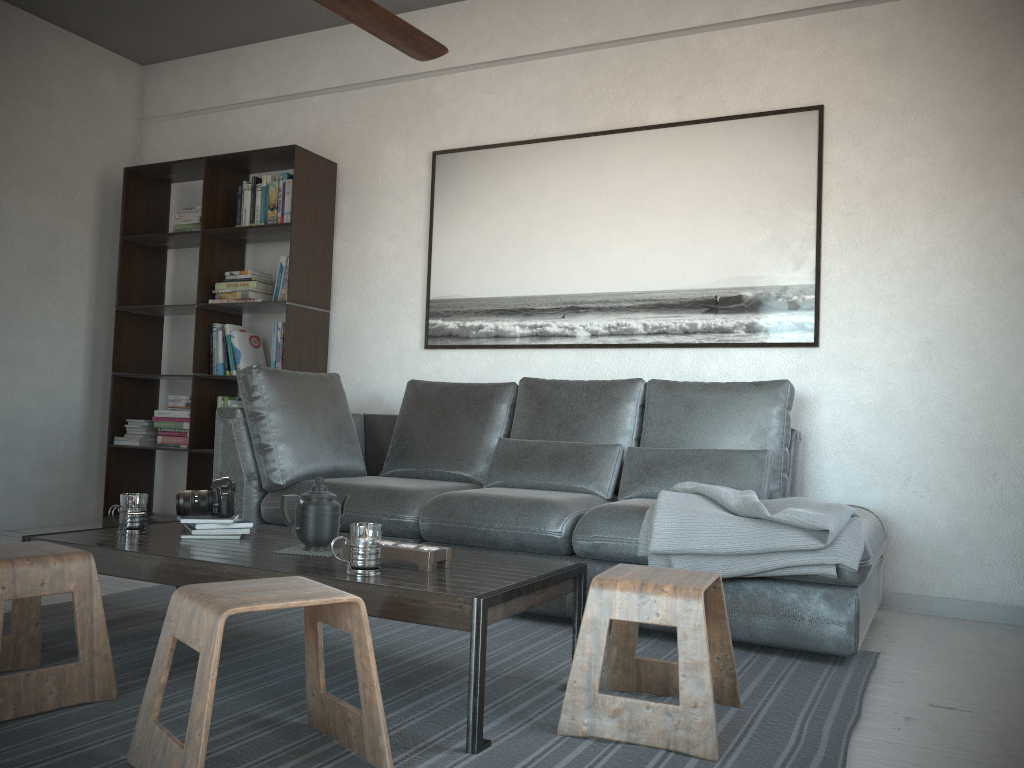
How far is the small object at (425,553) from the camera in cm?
212

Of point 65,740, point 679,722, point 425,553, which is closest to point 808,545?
point 679,722

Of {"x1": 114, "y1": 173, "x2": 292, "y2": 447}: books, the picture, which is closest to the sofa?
the picture

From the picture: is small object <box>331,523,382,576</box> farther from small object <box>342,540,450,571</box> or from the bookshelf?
the bookshelf

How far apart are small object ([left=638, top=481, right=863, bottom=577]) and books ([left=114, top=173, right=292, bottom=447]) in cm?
242

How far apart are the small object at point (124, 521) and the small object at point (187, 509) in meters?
0.1 m

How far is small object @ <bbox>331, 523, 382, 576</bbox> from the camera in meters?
2.0 m

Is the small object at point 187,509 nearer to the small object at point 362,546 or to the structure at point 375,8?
the small object at point 362,546

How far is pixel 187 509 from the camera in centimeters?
259cm

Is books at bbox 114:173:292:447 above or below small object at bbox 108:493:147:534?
above
